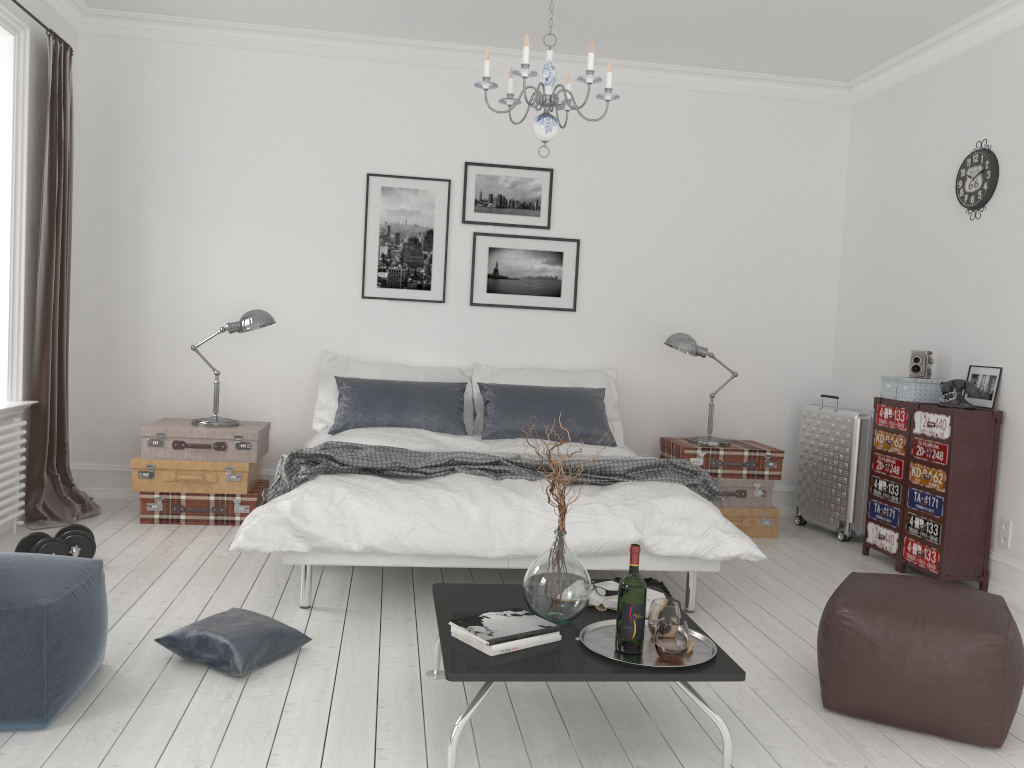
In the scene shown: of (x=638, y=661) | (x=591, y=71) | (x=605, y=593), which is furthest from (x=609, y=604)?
(x=591, y=71)

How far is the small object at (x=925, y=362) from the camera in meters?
4.9

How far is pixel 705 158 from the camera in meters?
6.1

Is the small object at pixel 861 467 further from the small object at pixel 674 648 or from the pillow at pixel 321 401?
the small object at pixel 674 648

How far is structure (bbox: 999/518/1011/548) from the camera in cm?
443

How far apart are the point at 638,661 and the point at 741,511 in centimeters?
324cm

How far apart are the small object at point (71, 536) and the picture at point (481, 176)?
3.0 meters

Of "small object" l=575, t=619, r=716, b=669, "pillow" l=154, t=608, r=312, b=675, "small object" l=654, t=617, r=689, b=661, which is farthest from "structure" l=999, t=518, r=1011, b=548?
"pillow" l=154, t=608, r=312, b=675

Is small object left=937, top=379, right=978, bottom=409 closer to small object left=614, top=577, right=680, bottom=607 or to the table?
small object left=614, top=577, right=680, bottom=607

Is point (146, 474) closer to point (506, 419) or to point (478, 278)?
point (506, 419)
